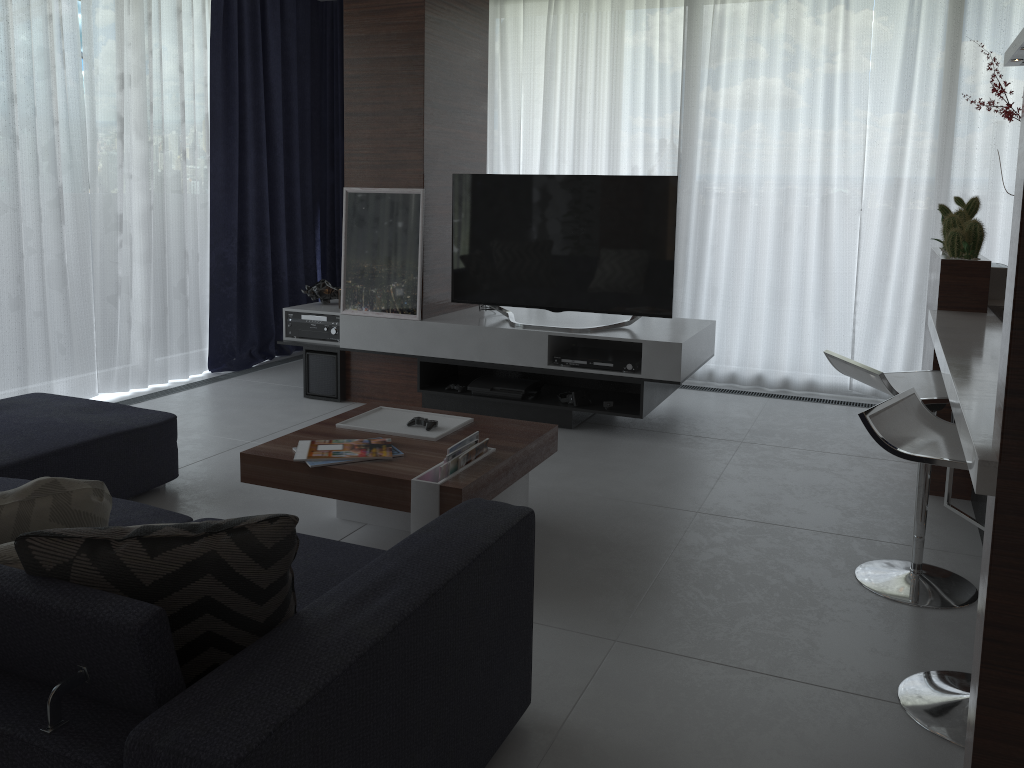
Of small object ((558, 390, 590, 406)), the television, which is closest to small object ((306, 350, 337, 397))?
the television

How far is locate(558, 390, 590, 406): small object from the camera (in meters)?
4.46

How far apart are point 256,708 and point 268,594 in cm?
23

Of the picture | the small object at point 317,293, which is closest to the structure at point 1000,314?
the picture

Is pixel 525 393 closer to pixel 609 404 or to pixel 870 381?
pixel 609 404

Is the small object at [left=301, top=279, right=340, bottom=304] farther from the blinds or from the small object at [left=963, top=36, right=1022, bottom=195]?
the small object at [left=963, top=36, right=1022, bottom=195]

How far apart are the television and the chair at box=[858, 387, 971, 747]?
2.14m

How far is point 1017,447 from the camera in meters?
1.5 m

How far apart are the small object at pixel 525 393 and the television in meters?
0.4 m

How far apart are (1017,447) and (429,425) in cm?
204
